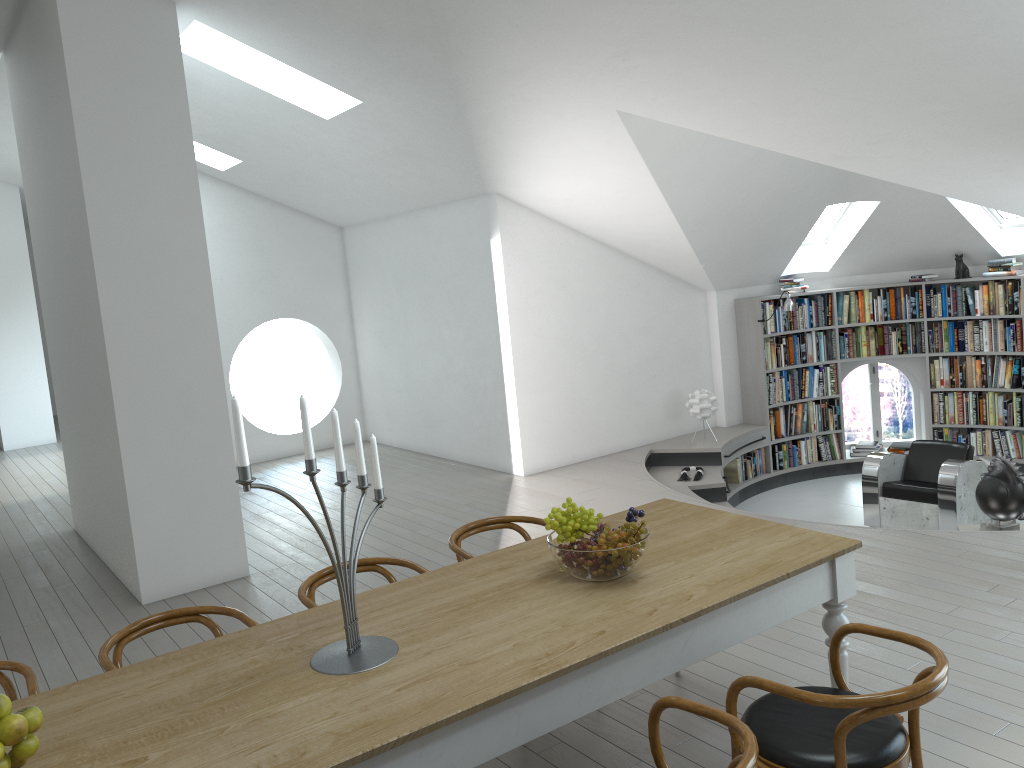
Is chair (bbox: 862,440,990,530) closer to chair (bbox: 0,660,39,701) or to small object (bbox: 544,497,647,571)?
small object (bbox: 544,497,647,571)

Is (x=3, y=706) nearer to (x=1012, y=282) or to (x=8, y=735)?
(x=8, y=735)

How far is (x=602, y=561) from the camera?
2.95m

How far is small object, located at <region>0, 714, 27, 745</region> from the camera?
2.1 meters

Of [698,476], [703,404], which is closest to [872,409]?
[703,404]

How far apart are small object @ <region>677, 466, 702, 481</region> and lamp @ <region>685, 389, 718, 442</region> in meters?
0.8 m

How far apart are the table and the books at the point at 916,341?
6.5m

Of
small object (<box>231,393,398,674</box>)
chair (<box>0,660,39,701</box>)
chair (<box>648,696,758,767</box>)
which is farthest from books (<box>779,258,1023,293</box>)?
chair (<box>0,660,39,701</box>)

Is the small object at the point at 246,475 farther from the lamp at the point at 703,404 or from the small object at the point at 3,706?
the lamp at the point at 703,404

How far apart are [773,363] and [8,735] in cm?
848
